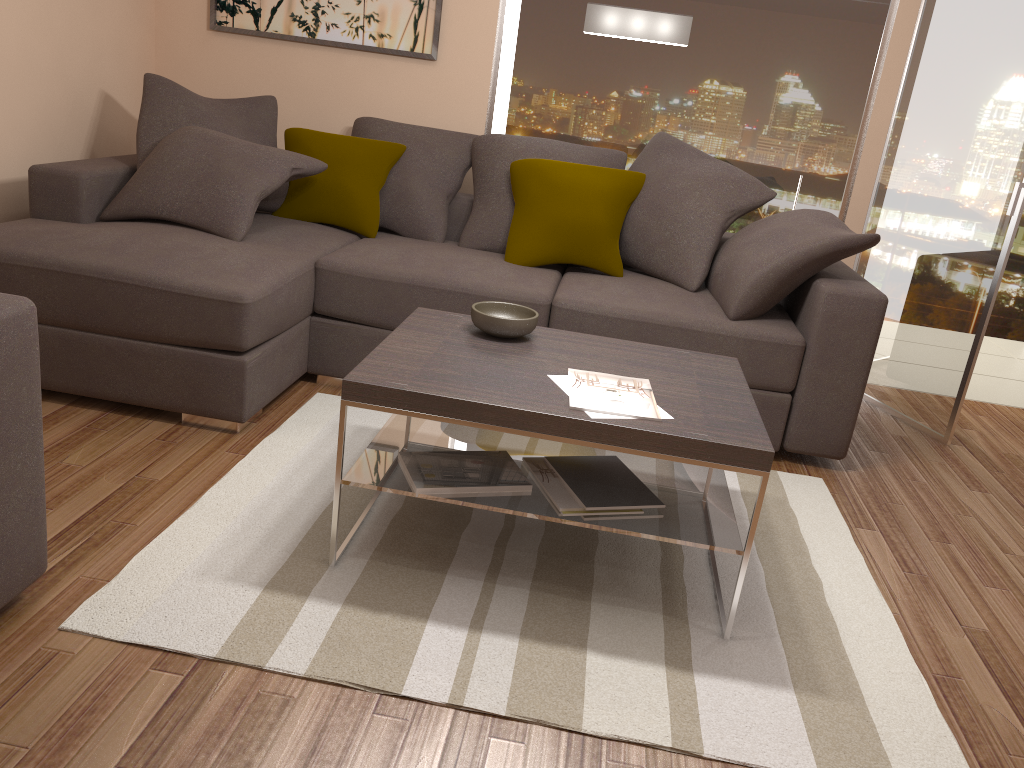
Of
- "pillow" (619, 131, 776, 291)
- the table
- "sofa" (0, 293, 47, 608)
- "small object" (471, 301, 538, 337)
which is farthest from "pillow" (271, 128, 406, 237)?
"sofa" (0, 293, 47, 608)

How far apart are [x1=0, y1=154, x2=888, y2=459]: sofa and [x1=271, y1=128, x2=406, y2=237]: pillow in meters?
0.0 m

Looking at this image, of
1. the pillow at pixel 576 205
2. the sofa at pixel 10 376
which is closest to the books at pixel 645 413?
the sofa at pixel 10 376

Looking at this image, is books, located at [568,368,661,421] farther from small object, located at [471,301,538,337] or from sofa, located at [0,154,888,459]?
sofa, located at [0,154,888,459]

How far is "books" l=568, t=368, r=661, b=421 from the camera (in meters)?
2.33

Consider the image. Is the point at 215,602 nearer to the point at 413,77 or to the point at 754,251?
the point at 754,251

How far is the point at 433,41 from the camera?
4.7m

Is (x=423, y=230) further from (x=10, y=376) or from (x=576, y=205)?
(x=10, y=376)

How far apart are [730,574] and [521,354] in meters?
0.9 m

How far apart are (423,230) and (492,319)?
1.72m
